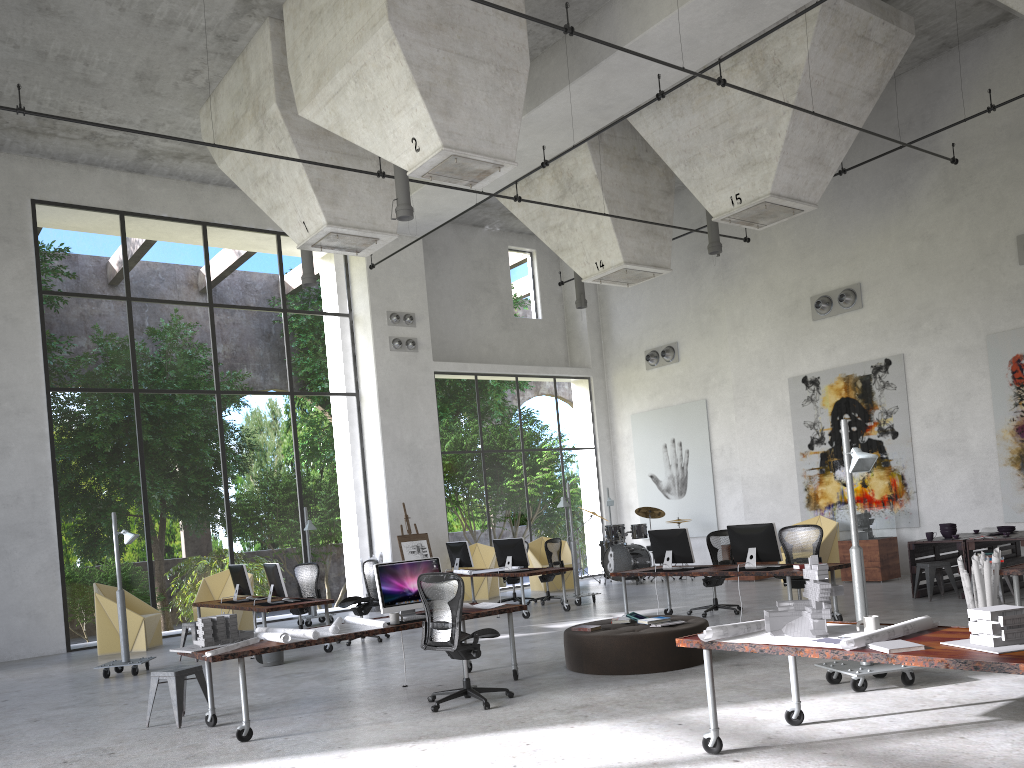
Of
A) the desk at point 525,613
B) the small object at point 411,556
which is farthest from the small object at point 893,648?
the small object at point 411,556

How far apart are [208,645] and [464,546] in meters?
8.3 m

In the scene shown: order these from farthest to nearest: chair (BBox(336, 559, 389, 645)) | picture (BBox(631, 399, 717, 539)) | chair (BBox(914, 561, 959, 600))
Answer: picture (BBox(631, 399, 717, 539))
chair (BBox(336, 559, 389, 645))
chair (BBox(914, 561, 959, 600))

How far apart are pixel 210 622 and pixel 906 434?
12.3m

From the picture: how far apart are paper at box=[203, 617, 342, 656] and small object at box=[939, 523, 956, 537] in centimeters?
852cm

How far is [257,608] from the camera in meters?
11.3

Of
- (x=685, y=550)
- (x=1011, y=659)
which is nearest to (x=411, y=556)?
(x=685, y=550)

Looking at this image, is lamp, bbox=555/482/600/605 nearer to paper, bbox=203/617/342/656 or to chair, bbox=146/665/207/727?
paper, bbox=203/617/342/656

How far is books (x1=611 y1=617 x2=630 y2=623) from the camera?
9.0 meters

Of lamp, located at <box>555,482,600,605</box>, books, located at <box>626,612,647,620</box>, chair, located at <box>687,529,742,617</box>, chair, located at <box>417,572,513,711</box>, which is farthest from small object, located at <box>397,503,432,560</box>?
chair, located at <box>417,572,513,711</box>
